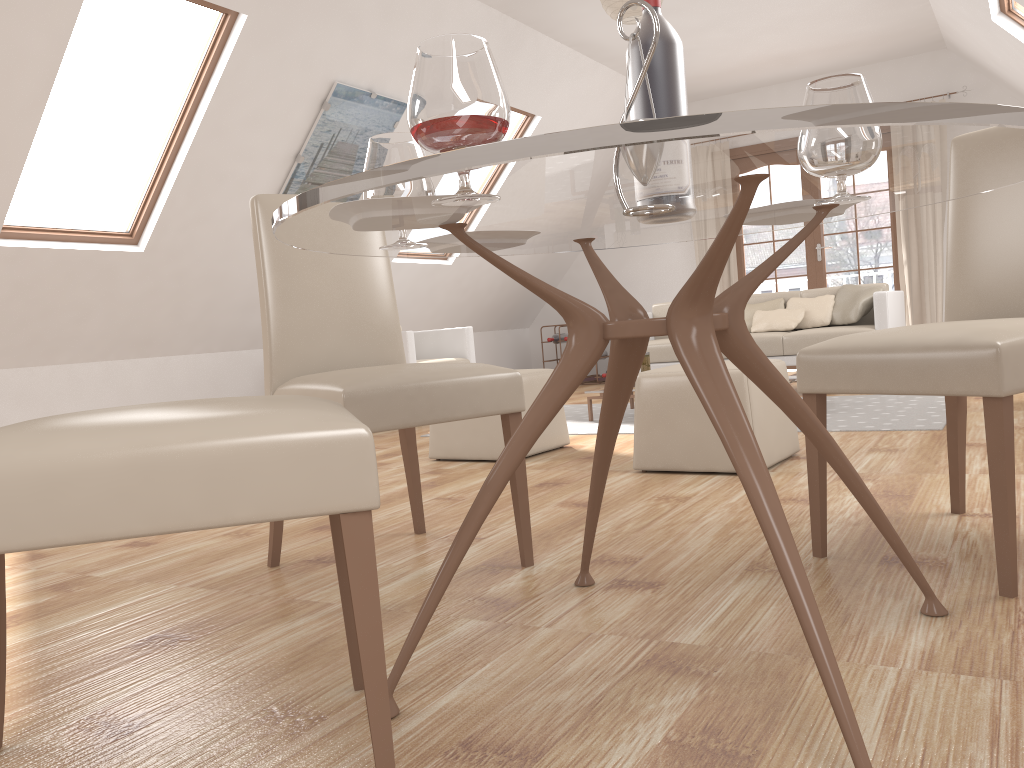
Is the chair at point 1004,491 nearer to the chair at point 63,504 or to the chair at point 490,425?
the chair at point 63,504

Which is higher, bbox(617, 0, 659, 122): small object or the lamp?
the lamp

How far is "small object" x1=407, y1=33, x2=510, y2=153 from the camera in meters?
1.1

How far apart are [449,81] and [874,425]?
3.5m

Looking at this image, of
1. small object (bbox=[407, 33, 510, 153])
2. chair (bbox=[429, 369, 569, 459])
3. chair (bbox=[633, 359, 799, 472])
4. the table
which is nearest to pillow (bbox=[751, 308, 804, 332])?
chair (bbox=[429, 369, 569, 459])

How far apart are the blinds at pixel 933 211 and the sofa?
1.5m

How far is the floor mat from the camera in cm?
410

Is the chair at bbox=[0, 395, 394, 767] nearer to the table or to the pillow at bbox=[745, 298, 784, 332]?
the table

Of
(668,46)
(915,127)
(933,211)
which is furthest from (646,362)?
(915,127)

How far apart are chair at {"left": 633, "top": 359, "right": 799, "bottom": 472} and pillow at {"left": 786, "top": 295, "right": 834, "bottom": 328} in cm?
289
